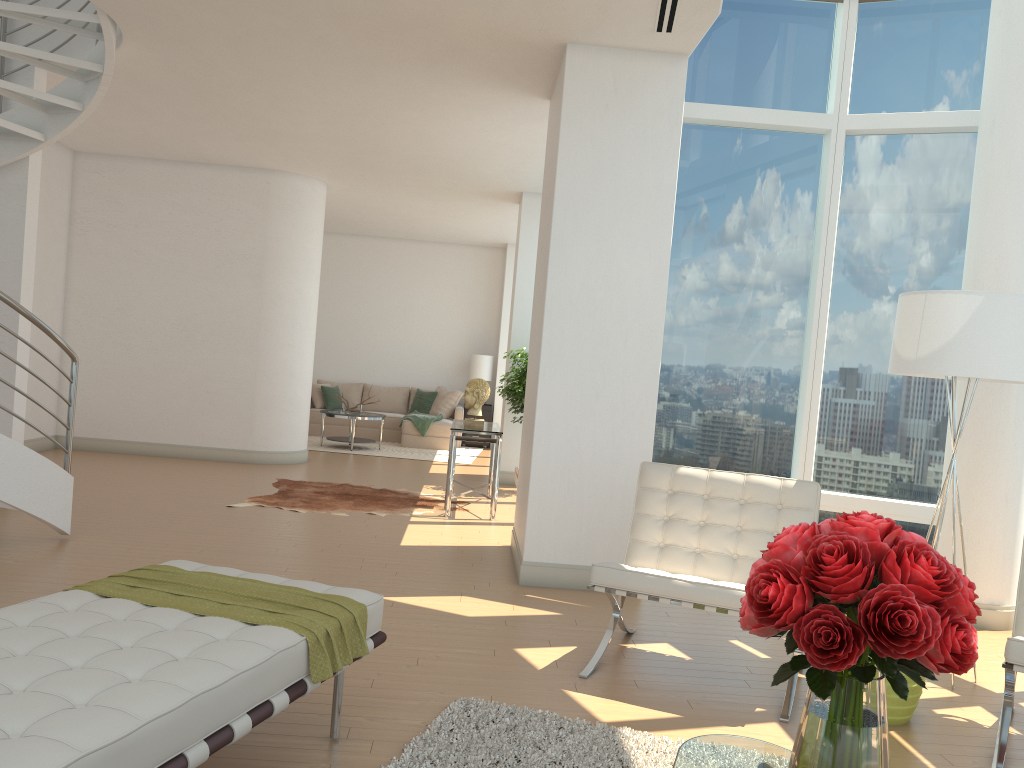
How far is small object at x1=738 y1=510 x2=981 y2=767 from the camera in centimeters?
169cm

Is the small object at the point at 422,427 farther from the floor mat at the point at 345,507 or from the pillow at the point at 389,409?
the floor mat at the point at 345,507

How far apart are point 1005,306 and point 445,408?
10.80m

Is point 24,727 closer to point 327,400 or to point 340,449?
point 340,449

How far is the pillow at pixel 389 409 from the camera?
14.8m

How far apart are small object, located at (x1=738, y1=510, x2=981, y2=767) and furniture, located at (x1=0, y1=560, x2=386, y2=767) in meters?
1.4

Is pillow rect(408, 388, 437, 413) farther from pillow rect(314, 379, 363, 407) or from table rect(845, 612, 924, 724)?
table rect(845, 612, 924, 724)

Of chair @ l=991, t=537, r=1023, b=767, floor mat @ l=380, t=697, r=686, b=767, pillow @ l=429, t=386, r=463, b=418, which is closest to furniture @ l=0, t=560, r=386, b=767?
floor mat @ l=380, t=697, r=686, b=767

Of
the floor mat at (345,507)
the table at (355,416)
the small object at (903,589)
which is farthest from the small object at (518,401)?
the small object at (903,589)

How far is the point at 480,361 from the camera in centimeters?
1460cm
